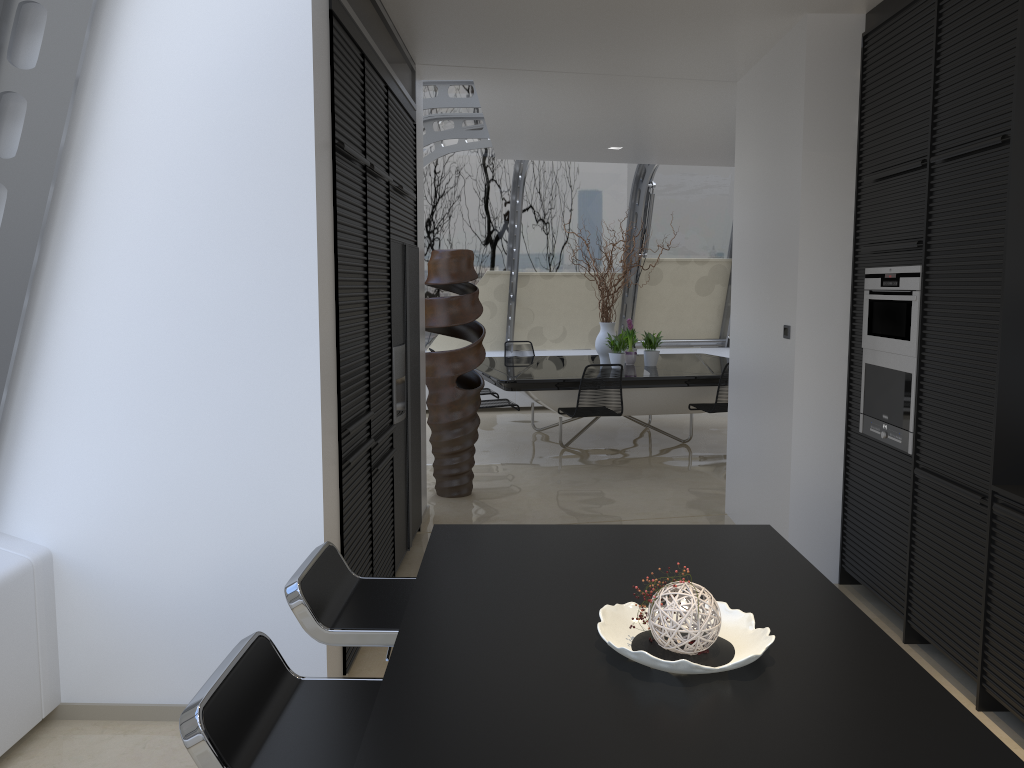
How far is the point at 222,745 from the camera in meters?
1.5 m

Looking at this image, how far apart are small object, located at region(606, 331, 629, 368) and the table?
0.10m

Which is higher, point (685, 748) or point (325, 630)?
point (685, 748)

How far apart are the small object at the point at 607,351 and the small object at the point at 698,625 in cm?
709

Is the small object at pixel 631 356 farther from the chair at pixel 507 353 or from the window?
the window

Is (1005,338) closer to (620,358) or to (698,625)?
(698,625)

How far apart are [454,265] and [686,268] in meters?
5.9 m

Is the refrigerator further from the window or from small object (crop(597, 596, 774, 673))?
small object (crop(597, 596, 774, 673))

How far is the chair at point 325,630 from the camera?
2.13m

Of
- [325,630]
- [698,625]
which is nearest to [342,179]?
[325,630]
